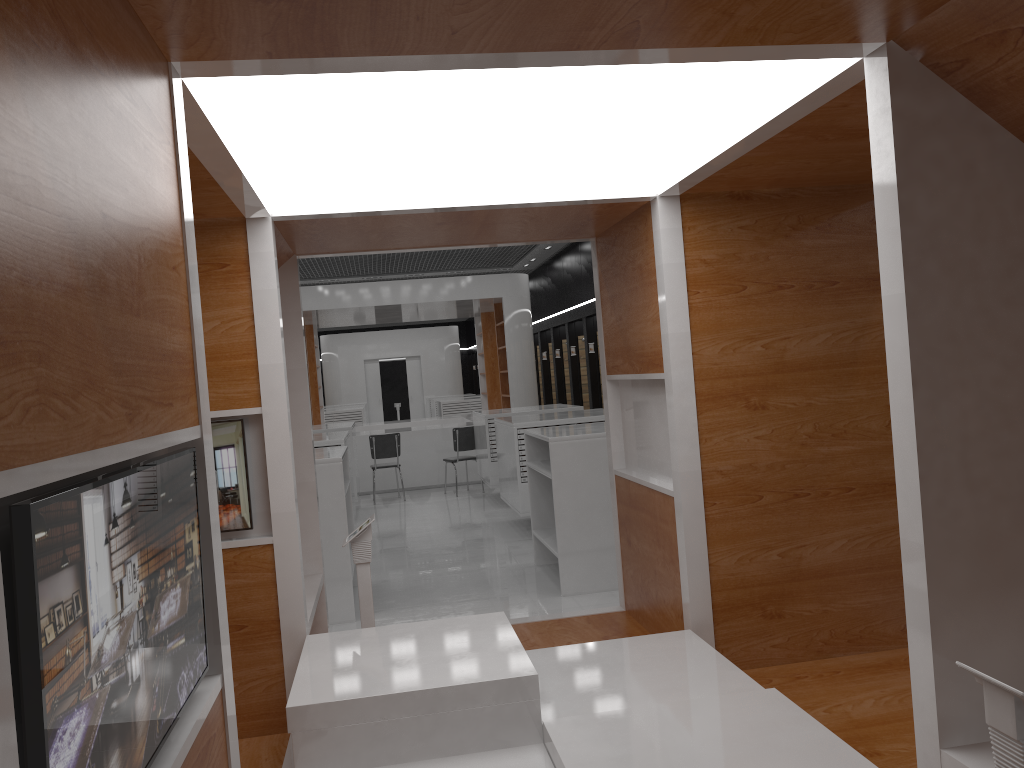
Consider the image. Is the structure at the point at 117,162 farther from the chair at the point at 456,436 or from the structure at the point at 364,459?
the structure at the point at 364,459

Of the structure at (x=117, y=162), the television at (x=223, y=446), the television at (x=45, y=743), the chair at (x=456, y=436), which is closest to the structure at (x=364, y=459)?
the chair at (x=456, y=436)

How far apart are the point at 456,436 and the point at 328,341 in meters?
14.9 m

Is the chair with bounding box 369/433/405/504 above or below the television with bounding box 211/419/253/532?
below

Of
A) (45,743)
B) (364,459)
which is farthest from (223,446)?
(364,459)

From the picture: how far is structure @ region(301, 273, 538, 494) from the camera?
13.94m

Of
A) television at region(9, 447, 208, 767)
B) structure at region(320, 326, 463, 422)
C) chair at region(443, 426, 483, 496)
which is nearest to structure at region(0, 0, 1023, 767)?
television at region(9, 447, 208, 767)

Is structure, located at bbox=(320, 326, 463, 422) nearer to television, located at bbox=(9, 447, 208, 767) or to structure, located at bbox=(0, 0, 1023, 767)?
structure, located at bbox=(0, 0, 1023, 767)

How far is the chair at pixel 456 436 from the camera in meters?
12.9 m

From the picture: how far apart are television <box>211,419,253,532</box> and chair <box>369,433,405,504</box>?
9.0m
